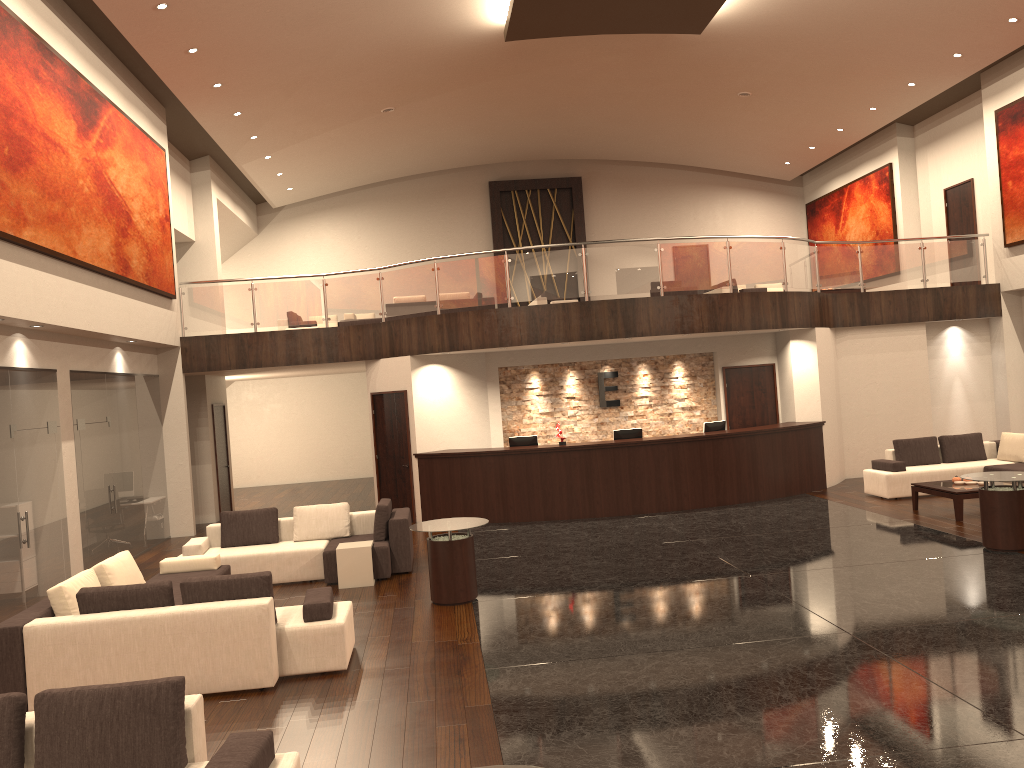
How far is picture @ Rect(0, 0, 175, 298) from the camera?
9.4 meters

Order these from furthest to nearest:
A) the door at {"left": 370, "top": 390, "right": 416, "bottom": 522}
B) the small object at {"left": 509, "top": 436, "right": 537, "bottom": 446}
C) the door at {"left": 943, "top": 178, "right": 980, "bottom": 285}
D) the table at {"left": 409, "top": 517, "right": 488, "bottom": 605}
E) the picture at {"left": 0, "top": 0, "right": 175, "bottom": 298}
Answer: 1. the door at {"left": 943, "top": 178, "right": 980, "bottom": 285}
2. the door at {"left": 370, "top": 390, "right": 416, "bottom": 522}
3. the small object at {"left": 509, "top": 436, "right": 537, "bottom": 446}
4. the picture at {"left": 0, "top": 0, "right": 175, "bottom": 298}
5. the table at {"left": 409, "top": 517, "right": 488, "bottom": 605}

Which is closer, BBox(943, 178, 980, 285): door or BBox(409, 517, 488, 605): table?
BBox(409, 517, 488, 605): table

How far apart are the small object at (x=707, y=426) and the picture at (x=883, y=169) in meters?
8.2 m

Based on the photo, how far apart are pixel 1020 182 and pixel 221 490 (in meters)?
15.83

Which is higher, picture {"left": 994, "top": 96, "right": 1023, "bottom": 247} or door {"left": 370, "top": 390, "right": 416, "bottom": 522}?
picture {"left": 994, "top": 96, "right": 1023, "bottom": 247}

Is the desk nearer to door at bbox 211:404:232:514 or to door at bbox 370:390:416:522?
door at bbox 370:390:416:522

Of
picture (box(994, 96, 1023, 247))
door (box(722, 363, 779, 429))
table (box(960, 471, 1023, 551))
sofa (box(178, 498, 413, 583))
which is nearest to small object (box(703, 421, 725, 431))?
door (box(722, 363, 779, 429))

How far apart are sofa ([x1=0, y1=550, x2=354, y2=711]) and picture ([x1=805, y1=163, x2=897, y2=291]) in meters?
16.5

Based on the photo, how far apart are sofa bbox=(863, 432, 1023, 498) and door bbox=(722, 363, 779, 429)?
2.27m
